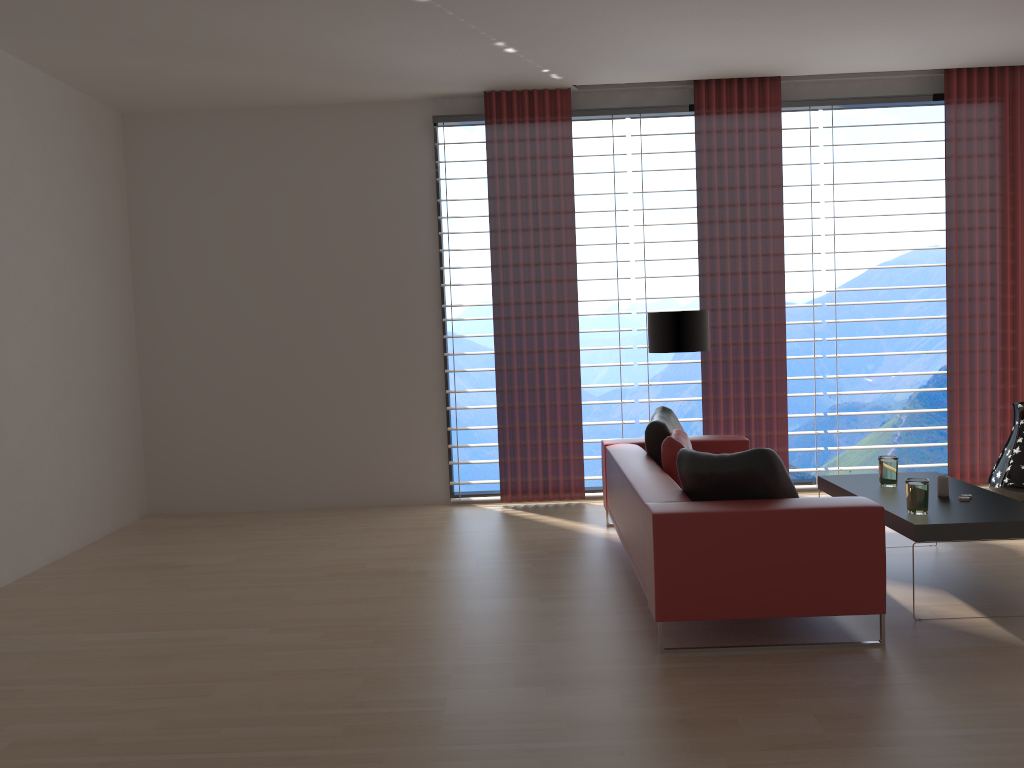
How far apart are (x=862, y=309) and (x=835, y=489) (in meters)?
10.47

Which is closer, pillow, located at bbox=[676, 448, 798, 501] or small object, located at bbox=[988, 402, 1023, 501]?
pillow, located at bbox=[676, 448, 798, 501]

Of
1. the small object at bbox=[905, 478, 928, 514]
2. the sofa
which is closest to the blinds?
the sofa

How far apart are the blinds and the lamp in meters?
0.9 m

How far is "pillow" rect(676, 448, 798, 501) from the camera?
5.12m

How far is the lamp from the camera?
8.08m

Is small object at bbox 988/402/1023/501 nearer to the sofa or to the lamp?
the sofa

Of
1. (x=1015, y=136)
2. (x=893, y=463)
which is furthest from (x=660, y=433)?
(x=1015, y=136)

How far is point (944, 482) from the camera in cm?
597

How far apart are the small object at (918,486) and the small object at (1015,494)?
3.49m
